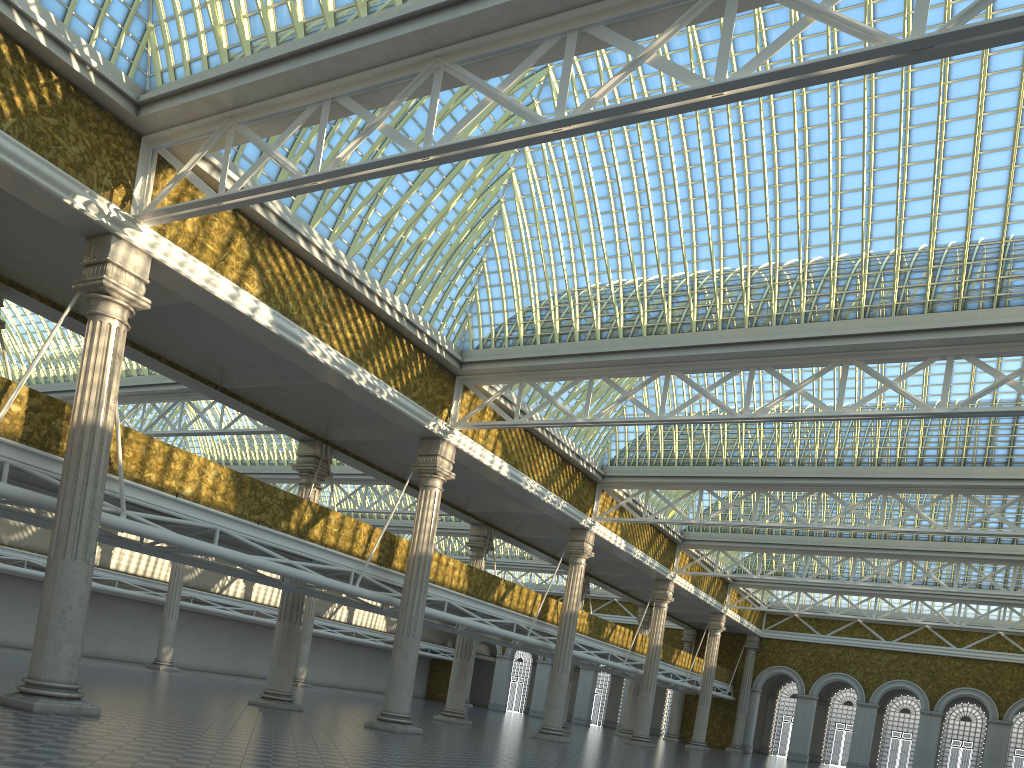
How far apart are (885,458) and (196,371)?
23.9 meters

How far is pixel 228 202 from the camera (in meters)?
16.50
